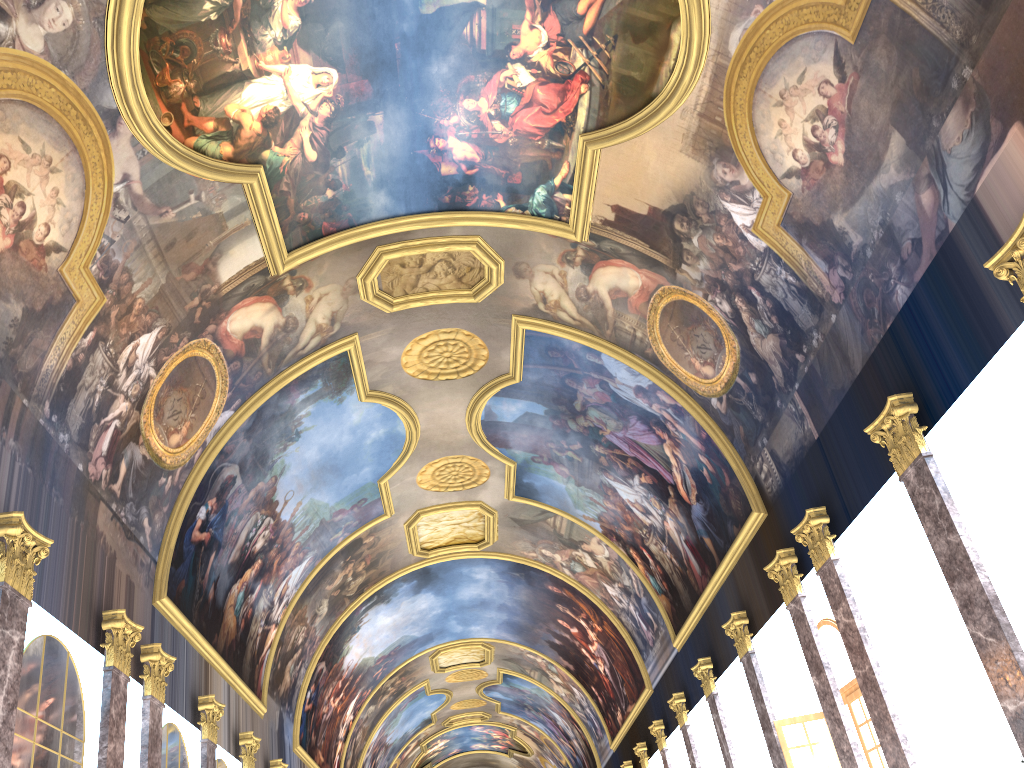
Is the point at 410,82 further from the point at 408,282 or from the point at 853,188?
the point at 853,188

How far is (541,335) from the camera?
19.7 meters
